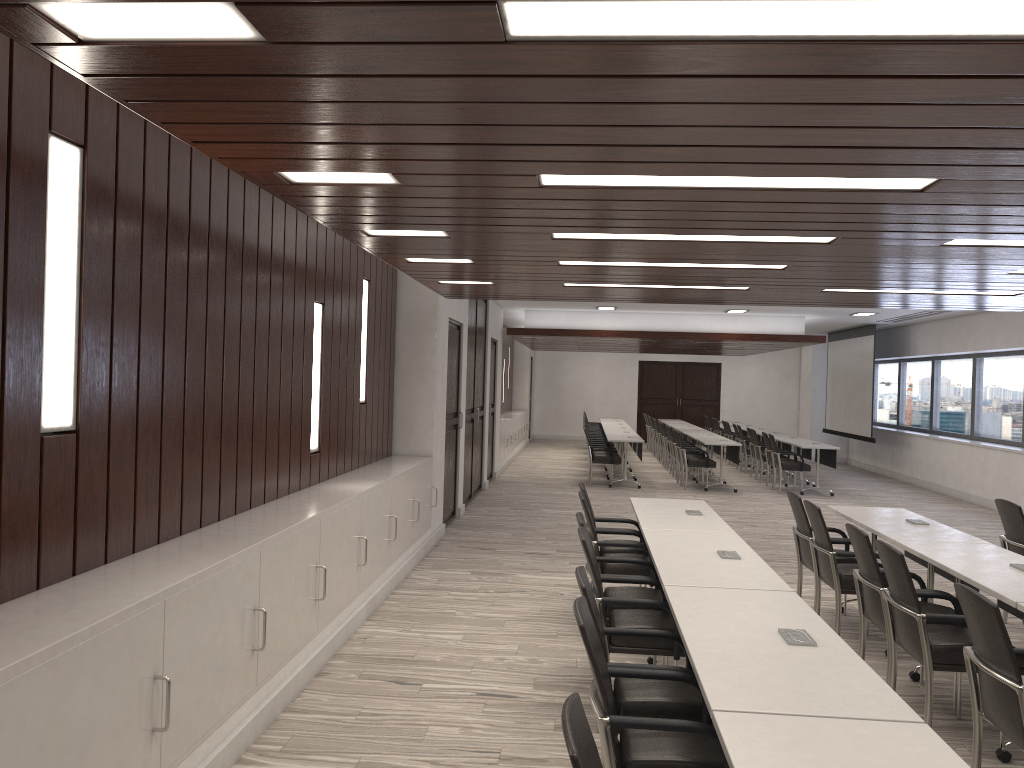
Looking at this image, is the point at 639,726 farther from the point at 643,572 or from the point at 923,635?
the point at 643,572

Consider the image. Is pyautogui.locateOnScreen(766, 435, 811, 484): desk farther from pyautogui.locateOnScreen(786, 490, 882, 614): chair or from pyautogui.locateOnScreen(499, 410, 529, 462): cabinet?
pyautogui.locateOnScreen(786, 490, 882, 614): chair

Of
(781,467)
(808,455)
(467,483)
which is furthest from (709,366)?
(467,483)

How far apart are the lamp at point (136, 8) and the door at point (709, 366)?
23.6 meters

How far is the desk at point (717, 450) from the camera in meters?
16.3

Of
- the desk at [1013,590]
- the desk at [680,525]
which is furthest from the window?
the desk at [1013,590]

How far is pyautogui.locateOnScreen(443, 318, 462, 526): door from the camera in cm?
1002

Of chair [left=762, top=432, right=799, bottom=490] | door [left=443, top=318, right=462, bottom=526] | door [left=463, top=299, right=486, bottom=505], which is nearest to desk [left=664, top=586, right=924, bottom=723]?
door [left=443, top=318, right=462, bottom=526]

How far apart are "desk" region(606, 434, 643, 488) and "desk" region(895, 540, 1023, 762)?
8.7m

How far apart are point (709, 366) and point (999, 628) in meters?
22.3 m
